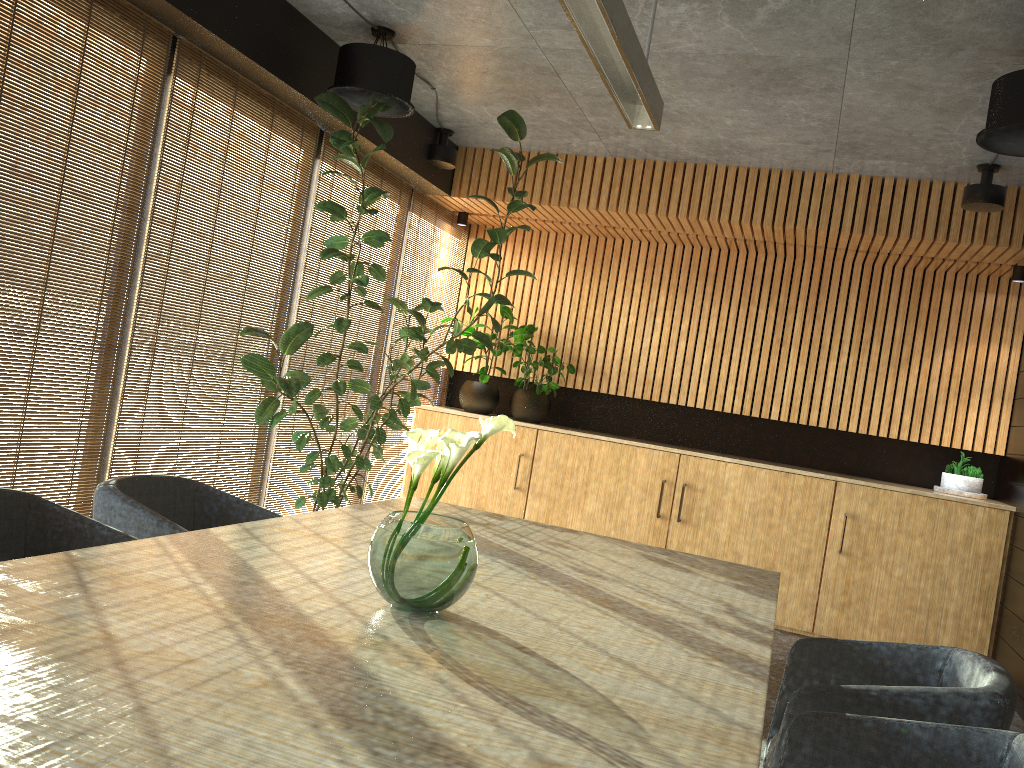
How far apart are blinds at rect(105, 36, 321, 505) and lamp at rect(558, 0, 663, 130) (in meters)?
2.31

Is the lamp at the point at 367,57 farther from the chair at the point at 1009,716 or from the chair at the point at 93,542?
the chair at the point at 1009,716

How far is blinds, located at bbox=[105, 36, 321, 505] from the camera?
4.64m

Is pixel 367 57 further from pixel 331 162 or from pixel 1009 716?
pixel 1009 716

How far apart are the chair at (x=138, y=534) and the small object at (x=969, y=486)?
5.4 meters

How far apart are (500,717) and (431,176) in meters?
5.9

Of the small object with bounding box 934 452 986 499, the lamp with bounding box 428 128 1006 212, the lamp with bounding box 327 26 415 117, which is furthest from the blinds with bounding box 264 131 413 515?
the small object with bounding box 934 452 986 499

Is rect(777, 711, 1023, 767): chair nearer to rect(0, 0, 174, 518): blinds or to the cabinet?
rect(0, 0, 174, 518): blinds

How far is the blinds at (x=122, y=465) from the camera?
4.64m

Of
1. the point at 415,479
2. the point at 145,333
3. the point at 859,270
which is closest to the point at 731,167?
the point at 859,270
